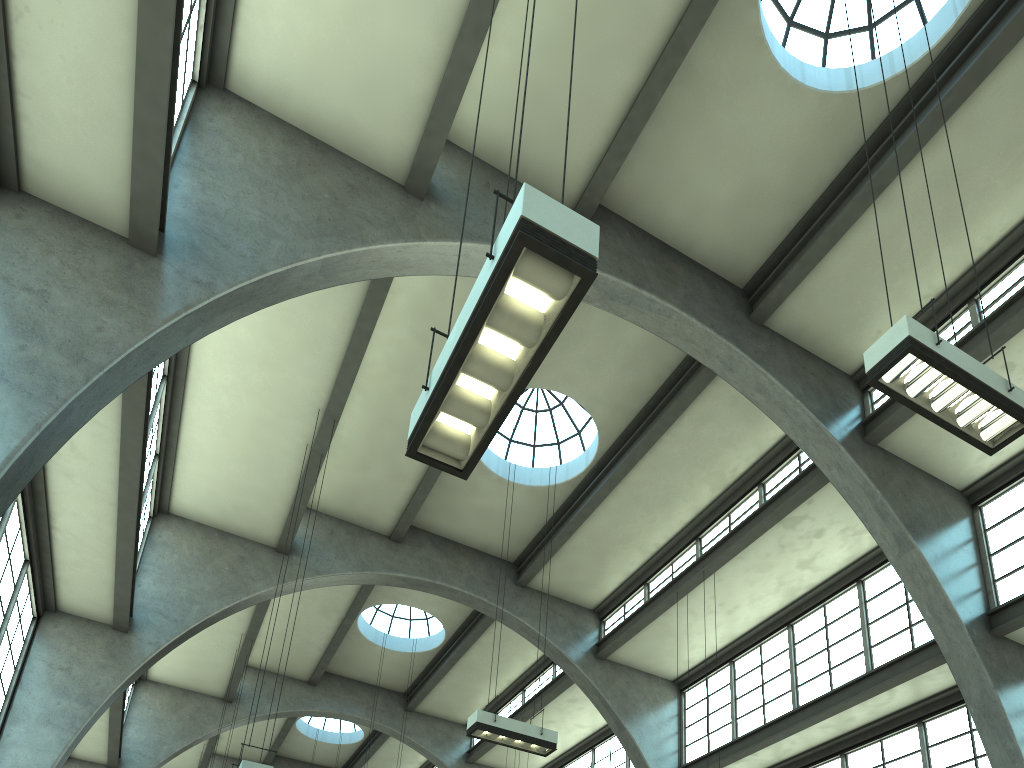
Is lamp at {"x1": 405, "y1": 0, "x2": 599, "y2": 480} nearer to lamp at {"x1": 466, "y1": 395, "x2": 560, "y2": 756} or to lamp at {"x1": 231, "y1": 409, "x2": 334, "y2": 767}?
lamp at {"x1": 231, "y1": 409, "x2": 334, "y2": 767}

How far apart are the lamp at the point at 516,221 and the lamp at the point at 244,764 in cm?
636

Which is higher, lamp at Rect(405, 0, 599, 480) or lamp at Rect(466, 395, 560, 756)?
lamp at Rect(466, 395, 560, 756)

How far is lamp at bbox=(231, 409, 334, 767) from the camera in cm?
953

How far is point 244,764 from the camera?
9.5m

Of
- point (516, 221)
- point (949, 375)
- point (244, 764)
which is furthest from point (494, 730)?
point (516, 221)

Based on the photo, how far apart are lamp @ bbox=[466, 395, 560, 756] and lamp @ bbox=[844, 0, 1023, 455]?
7.69m

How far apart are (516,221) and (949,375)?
4.5 meters

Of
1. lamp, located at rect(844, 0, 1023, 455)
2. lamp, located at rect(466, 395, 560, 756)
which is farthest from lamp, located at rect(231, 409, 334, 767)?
lamp, located at rect(844, 0, 1023, 455)

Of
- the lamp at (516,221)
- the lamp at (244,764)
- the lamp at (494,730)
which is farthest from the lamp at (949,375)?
the lamp at (244,764)
